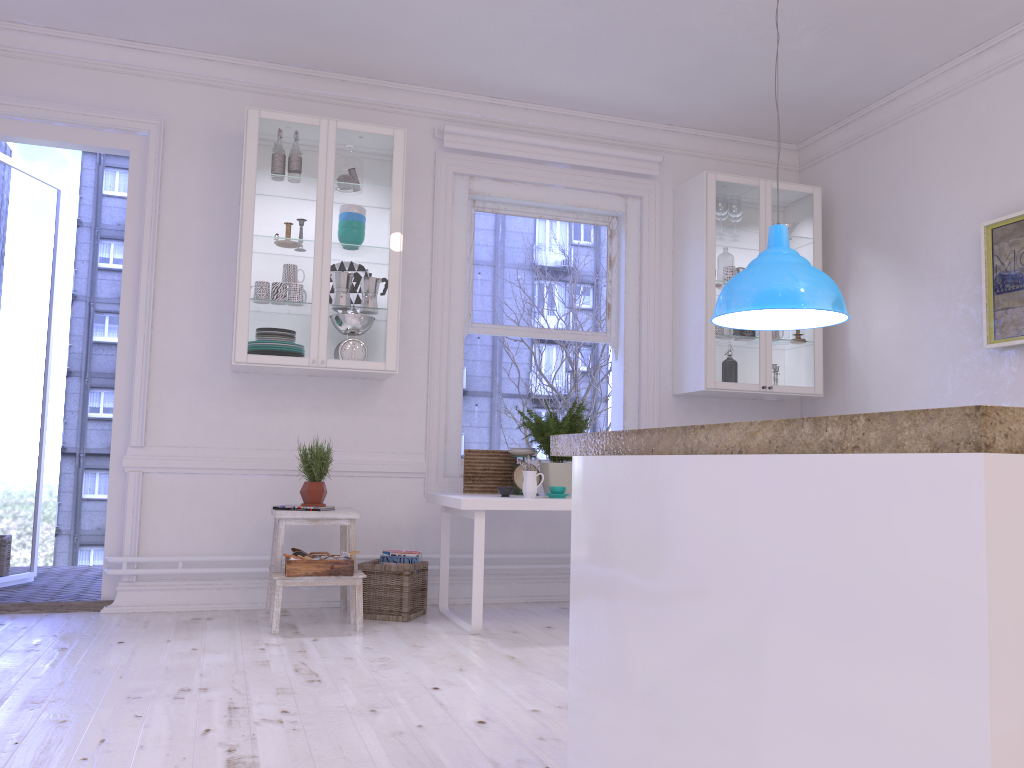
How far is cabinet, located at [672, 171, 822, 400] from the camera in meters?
5.2

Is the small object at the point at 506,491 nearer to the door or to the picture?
the door

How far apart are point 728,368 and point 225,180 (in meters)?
3.02

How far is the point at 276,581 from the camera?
4.0m

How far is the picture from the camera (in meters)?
4.18

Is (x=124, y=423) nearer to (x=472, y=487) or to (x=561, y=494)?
(x=472, y=487)

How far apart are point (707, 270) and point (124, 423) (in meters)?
3.33

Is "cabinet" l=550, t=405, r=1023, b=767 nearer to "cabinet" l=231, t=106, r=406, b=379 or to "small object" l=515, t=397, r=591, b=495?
"small object" l=515, t=397, r=591, b=495

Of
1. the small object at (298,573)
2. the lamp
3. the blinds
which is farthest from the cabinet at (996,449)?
the blinds

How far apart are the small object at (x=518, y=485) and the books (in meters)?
0.62
